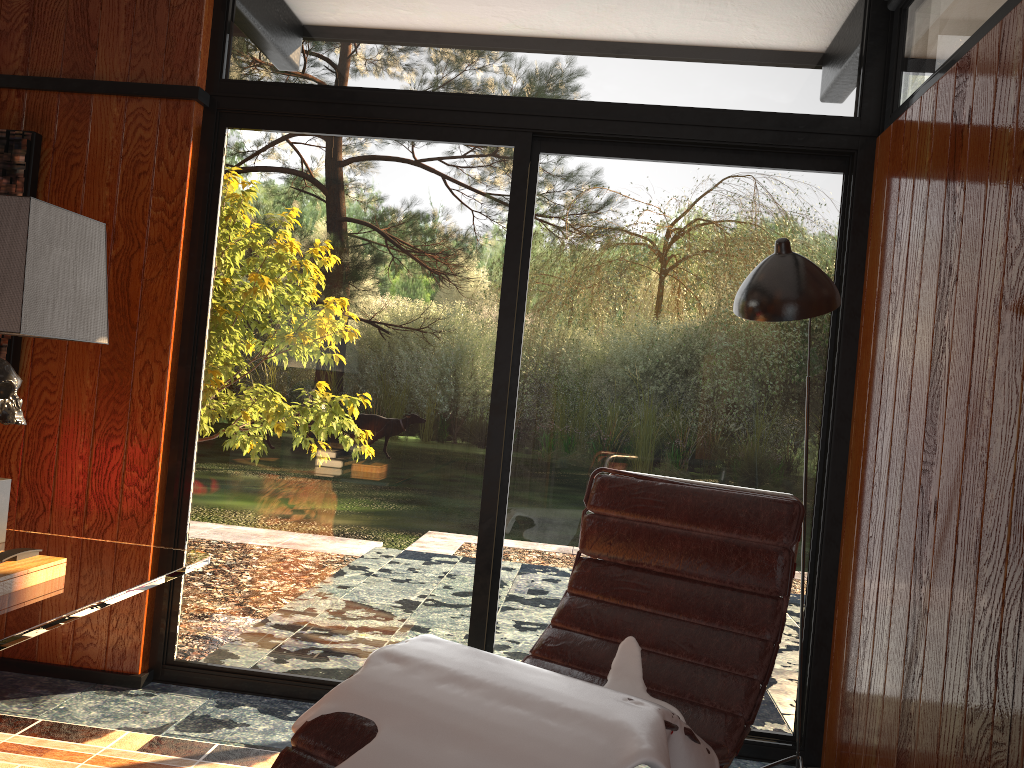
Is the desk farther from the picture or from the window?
the picture

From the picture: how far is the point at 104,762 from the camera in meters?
2.3 m

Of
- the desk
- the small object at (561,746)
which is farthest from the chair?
the desk

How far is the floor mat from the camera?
2.3 meters

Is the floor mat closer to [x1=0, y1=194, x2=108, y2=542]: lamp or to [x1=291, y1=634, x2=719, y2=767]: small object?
[x1=0, y1=194, x2=108, y2=542]: lamp

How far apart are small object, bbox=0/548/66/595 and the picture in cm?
145

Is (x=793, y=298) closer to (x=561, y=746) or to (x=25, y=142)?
(x=561, y=746)

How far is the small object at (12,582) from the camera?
1.56m

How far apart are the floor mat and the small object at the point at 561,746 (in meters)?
0.92

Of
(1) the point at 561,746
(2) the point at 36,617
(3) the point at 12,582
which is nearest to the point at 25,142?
(3) the point at 12,582
